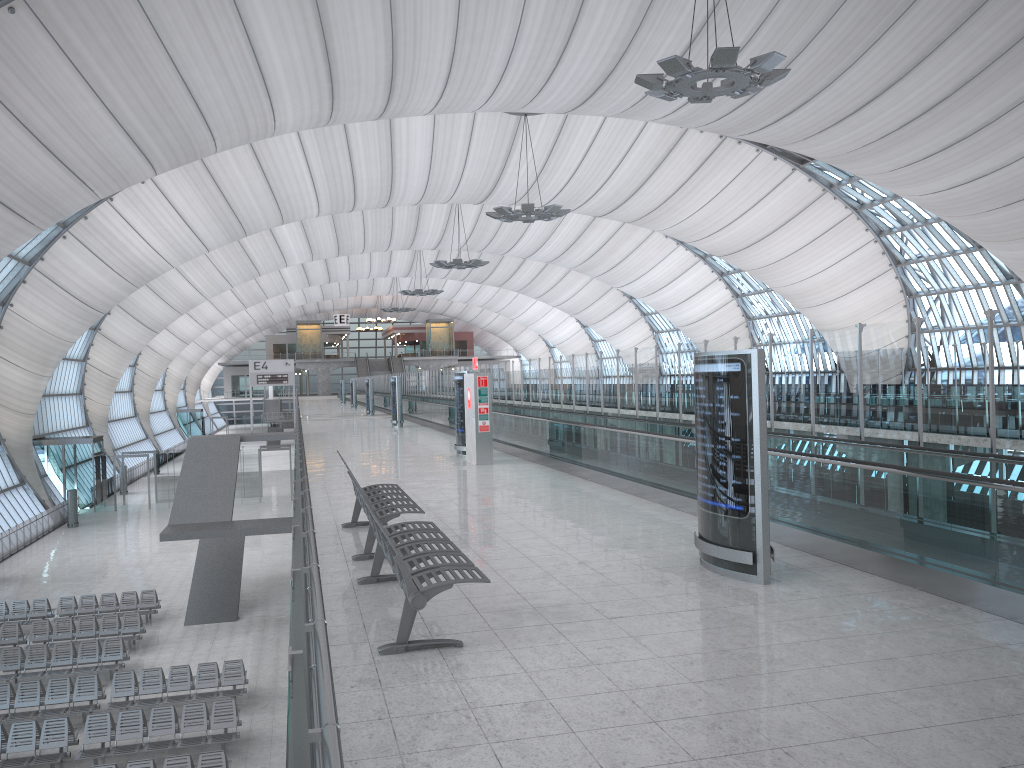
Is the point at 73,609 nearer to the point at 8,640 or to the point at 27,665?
the point at 8,640

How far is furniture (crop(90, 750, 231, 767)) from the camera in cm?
1394

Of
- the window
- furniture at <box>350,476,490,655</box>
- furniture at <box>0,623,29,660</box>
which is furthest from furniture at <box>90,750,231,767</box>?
the window

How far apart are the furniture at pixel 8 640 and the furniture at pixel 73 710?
4.47m

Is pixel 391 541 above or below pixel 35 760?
above

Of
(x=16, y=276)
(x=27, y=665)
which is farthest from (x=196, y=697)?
(x=16, y=276)

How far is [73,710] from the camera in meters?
17.4

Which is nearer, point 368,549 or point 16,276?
point 368,549

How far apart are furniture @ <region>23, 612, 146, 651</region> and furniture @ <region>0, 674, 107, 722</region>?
3.78m

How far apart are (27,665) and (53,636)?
2.3 meters
